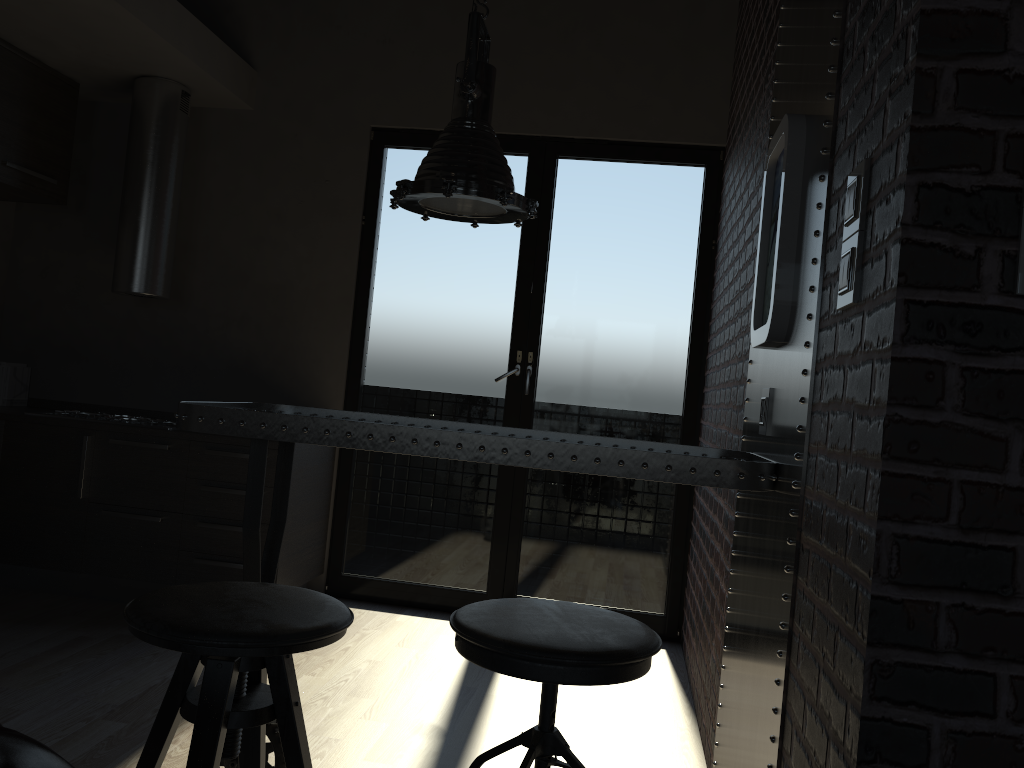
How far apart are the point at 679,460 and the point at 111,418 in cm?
343

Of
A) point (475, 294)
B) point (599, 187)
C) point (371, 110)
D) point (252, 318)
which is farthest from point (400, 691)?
point (599, 187)

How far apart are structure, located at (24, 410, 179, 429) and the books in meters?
0.5 m

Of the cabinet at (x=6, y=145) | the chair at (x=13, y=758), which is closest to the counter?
the cabinet at (x=6, y=145)

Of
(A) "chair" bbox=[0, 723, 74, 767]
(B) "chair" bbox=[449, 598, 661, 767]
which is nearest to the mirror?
(B) "chair" bbox=[449, 598, 661, 767]

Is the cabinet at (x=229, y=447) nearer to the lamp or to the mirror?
the lamp

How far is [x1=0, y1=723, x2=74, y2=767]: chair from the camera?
0.9 meters

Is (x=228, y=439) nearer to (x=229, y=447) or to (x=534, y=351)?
(x=229, y=447)

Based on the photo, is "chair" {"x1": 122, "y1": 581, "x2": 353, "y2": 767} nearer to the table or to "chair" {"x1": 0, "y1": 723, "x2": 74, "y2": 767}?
the table

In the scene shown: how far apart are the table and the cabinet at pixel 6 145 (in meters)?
2.53
